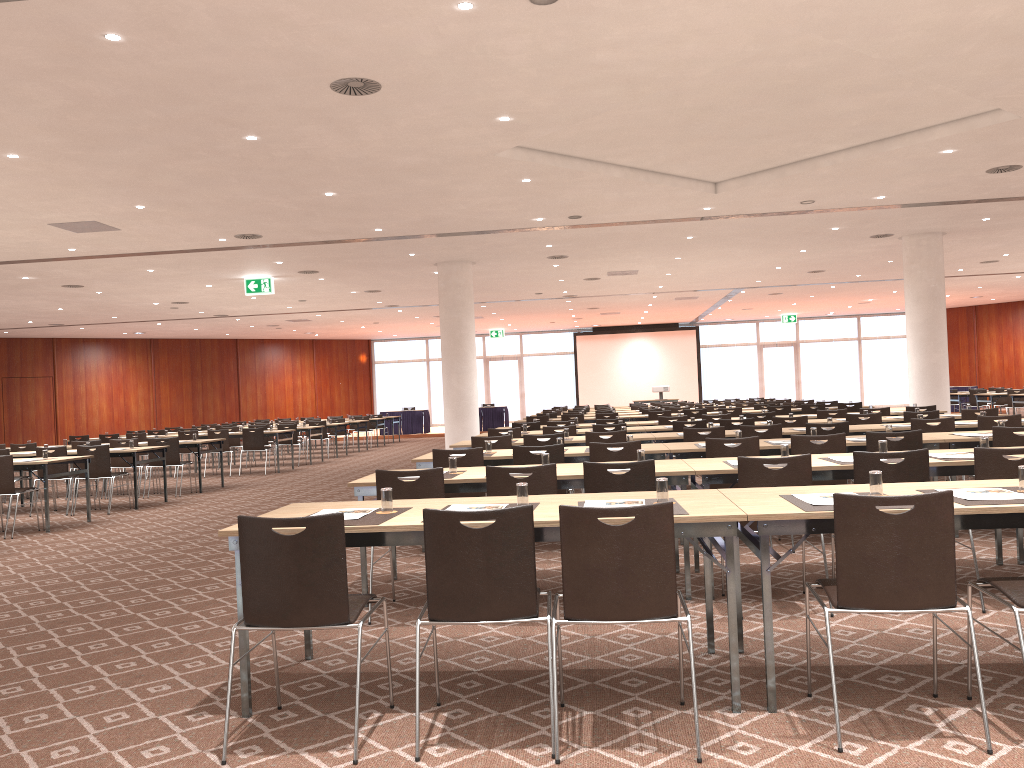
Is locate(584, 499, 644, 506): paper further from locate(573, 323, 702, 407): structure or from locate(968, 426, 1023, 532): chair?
locate(573, 323, 702, 407): structure

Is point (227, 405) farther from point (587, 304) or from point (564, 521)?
point (564, 521)

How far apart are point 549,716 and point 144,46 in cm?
548

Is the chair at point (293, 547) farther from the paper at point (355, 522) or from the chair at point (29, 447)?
the chair at point (29, 447)

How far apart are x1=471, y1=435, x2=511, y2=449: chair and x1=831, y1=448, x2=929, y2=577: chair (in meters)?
4.68

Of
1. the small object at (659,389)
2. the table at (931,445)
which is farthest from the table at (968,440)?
the small object at (659,389)

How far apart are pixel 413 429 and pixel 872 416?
21.41m

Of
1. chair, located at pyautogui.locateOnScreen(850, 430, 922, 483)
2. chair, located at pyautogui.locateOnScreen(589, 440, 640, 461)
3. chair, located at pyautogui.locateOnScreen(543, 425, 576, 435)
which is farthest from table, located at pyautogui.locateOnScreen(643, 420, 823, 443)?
chair, located at pyautogui.locateOnScreen(850, 430, 922, 483)

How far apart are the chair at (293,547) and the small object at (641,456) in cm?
267

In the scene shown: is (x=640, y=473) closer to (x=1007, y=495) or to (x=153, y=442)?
(x=1007, y=495)
